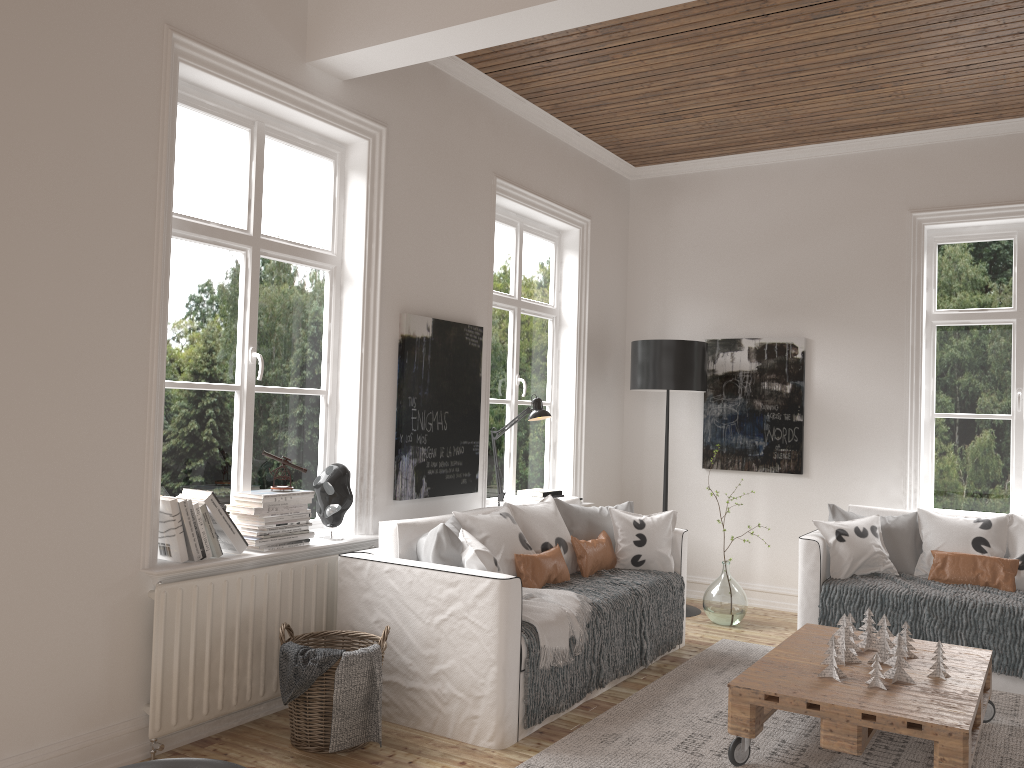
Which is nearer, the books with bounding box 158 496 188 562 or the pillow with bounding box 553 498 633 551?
the books with bounding box 158 496 188 562

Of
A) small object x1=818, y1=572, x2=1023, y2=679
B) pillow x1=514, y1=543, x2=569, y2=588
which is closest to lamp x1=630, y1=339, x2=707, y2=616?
small object x1=818, y1=572, x2=1023, y2=679

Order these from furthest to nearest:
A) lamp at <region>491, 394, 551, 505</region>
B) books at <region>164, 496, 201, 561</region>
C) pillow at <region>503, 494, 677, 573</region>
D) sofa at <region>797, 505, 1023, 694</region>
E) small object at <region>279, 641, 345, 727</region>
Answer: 1. lamp at <region>491, 394, 551, 505</region>
2. pillow at <region>503, 494, 677, 573</region>
3. sofa at <region>797, 505, 1023, 694</region>
4. books at <region>164, 496, 201, 561</region>
5. small object at <region>279, 641, 345, 727</region>

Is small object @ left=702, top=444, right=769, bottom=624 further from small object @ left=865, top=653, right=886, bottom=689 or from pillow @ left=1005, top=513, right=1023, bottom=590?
small object @ left=865, top=653, right=886, bottom=689

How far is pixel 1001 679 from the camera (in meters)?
4.23

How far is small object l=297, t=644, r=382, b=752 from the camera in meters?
3.2 m

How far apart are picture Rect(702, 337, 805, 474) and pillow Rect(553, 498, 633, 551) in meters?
1.3 m

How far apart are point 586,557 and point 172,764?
2.74m

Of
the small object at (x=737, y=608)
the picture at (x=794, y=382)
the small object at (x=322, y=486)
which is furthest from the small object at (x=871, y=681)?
the picture at (x=794, y=382)

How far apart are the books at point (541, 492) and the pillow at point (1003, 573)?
2.2 meters
